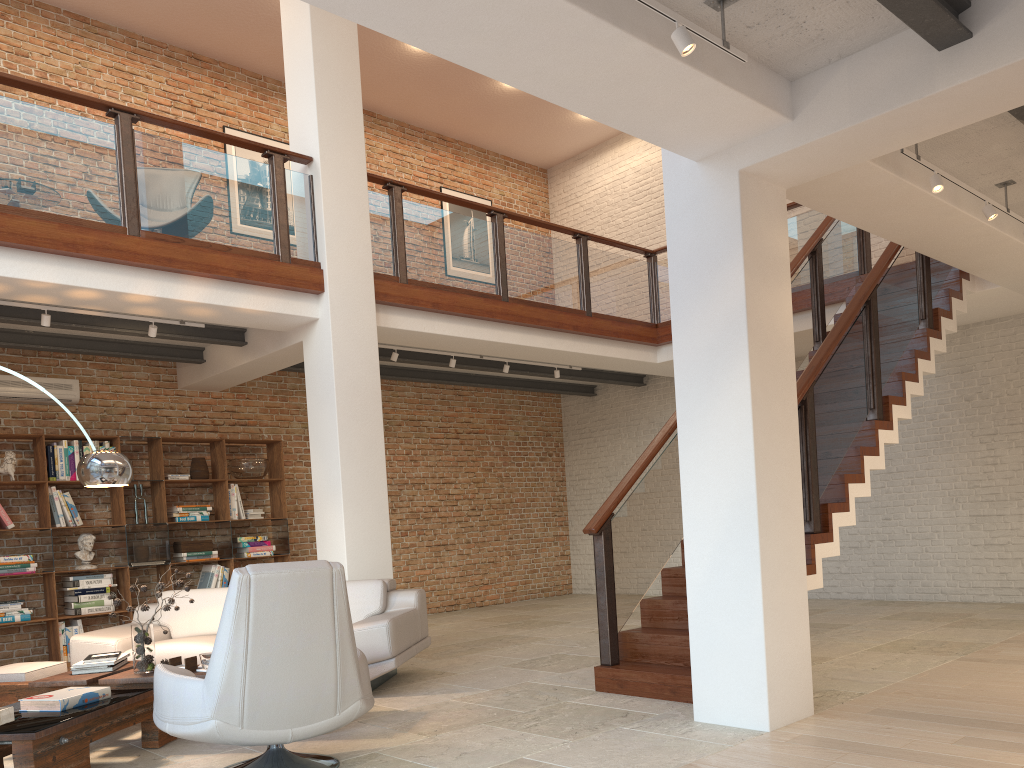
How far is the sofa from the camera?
5.55m

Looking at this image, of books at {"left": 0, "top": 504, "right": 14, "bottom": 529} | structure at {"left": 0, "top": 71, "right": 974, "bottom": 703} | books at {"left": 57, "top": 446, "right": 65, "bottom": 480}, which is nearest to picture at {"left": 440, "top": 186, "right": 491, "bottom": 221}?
structure at {"left": 0, "top": 71, "right": 974, "bottom": 703}

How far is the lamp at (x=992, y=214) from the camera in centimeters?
538cm

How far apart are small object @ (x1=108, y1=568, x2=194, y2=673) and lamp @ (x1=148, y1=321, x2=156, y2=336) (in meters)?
2.65

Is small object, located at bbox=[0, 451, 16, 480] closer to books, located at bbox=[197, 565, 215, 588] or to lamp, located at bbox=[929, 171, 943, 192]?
books, located at bbox=[197, 565, 215, 588]

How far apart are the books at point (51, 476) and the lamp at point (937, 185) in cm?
752

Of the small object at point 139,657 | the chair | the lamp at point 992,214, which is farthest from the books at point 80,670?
the lamp at point 992,214

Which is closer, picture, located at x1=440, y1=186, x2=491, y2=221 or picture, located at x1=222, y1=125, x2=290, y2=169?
picture, located at x1=222, y1=125, x2=290, y2=169

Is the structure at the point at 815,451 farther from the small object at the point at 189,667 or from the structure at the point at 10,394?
the structure at the point at 10,394

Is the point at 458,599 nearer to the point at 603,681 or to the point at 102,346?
the point at 102,346
